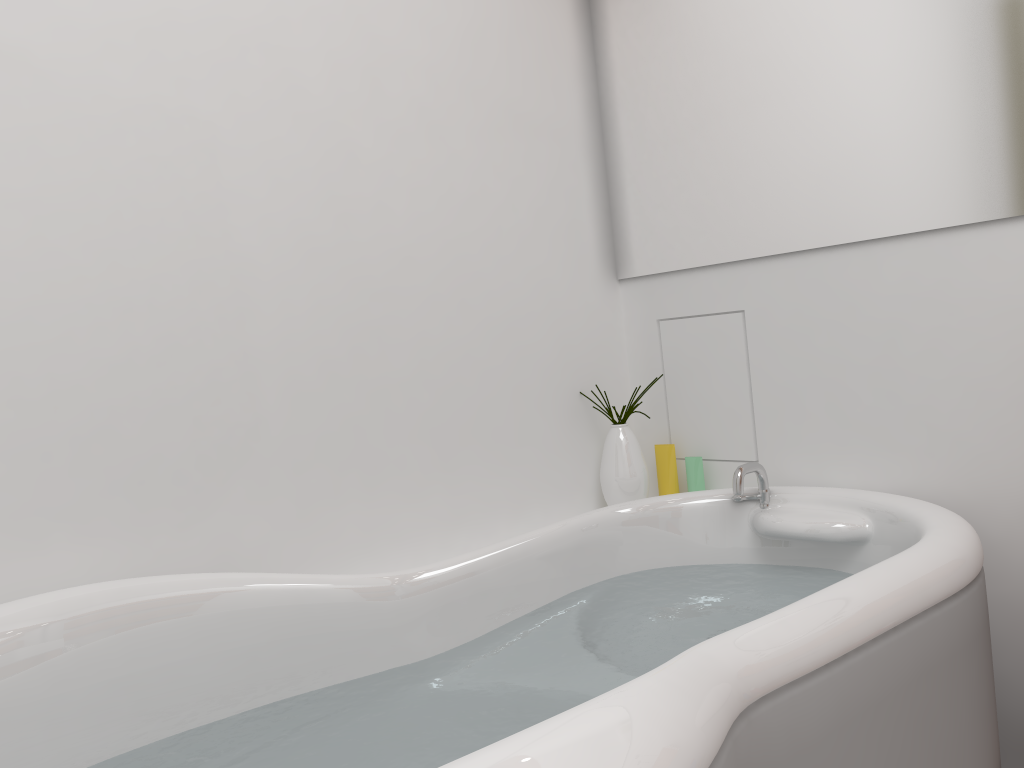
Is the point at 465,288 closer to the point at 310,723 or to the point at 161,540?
the point at 161,540

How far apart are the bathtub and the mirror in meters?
0.5 m

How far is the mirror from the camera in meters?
1.5

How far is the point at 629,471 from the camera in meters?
2.0 m

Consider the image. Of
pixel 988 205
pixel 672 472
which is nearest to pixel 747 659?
pixel 988 205

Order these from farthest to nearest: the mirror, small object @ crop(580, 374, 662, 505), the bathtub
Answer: small object @ crop(580, 374, 662, 505)
the mirror
the bathtub

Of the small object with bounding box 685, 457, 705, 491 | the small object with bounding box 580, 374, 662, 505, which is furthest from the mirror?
the small object with bounding box 685, 457, 705, 491

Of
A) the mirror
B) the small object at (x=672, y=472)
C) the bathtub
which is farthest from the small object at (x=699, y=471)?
the mirror

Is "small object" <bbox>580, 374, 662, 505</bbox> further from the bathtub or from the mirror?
the mirror

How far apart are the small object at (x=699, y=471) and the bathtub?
0.2m
